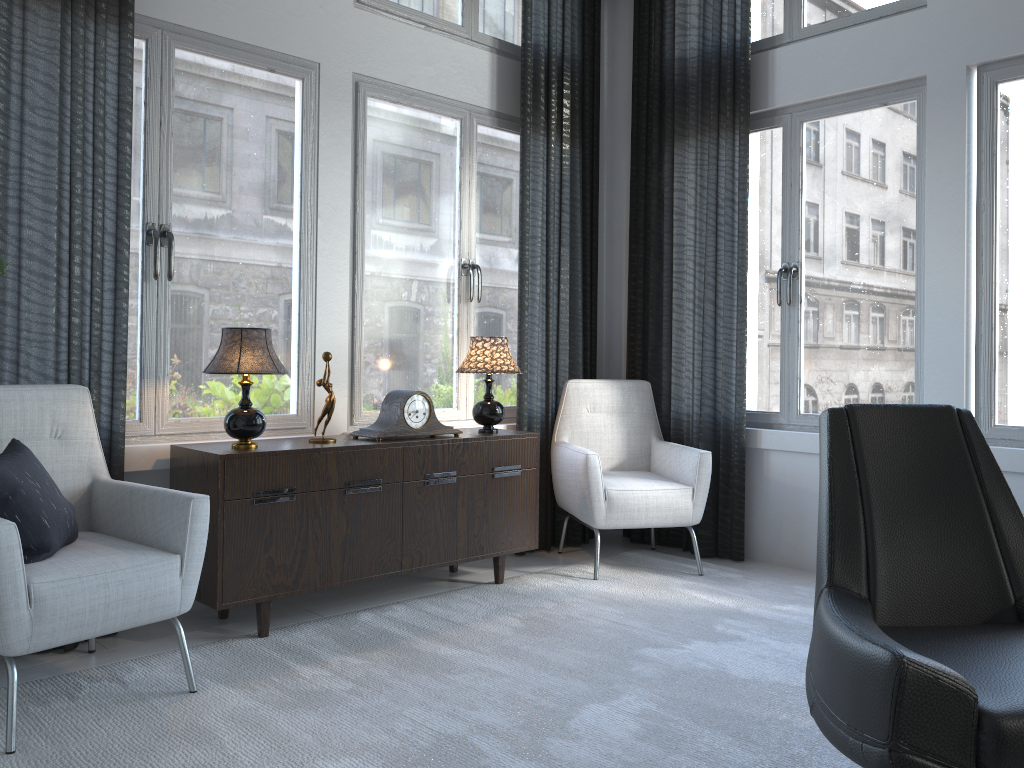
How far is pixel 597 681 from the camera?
2.5m

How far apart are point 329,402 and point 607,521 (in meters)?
1.30

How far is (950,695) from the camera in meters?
1.4 m

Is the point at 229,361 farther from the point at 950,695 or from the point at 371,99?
the point at 950,695

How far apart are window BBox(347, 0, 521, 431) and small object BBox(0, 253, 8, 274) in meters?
1.8 m

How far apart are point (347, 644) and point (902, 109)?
3.03m

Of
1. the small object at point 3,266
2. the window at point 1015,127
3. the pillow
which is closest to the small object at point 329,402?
the pillow

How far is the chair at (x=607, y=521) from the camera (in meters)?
3.72

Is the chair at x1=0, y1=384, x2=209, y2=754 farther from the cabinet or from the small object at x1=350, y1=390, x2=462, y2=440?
the small object at x1=350, y1=390, x2=462, y2=440

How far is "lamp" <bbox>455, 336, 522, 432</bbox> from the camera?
3.57m
